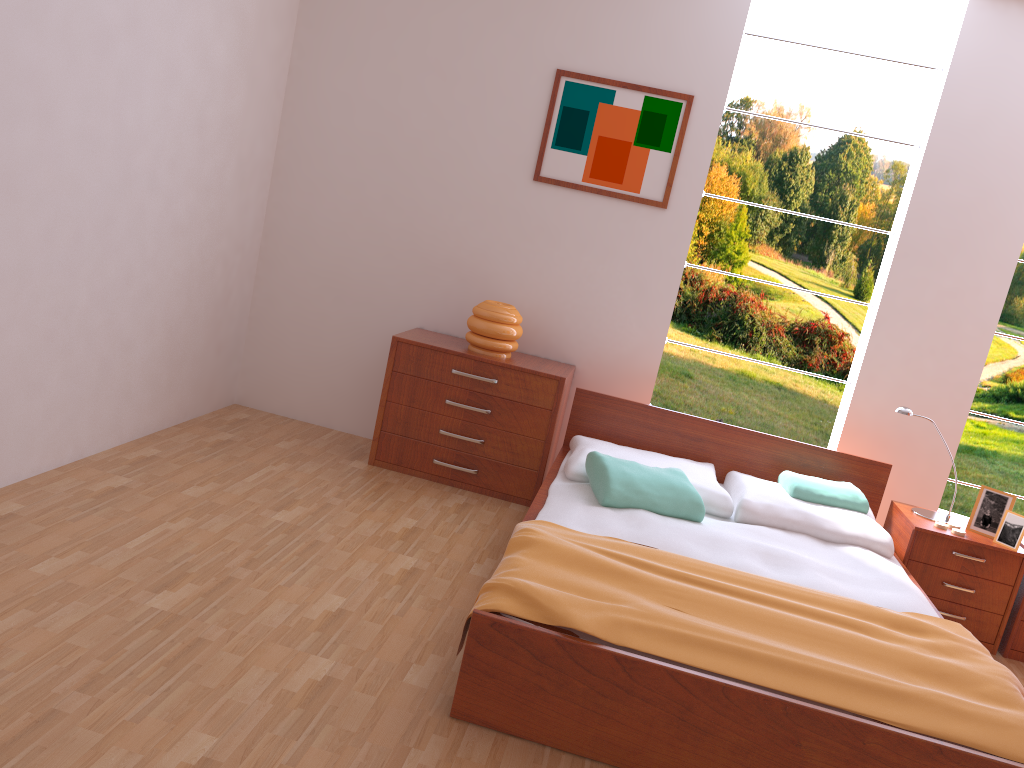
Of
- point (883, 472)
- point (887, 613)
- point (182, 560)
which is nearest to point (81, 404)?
point (182, 560)

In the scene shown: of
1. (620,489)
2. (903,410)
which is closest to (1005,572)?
(903,410)

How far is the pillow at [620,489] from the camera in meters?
3.2

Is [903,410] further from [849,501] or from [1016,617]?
[1016,617]

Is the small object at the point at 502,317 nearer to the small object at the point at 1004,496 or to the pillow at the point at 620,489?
the pillow at the point at 620,489

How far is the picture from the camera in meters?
4.1 m

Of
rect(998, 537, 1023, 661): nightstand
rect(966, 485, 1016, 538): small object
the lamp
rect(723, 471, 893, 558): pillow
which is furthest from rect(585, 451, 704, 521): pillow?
rect(998, 537, 1023, 661): nightstand

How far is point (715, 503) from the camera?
3.5m

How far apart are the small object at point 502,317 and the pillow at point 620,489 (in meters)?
0.81

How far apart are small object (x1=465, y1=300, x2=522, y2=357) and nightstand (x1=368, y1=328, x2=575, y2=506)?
0.0 meters
